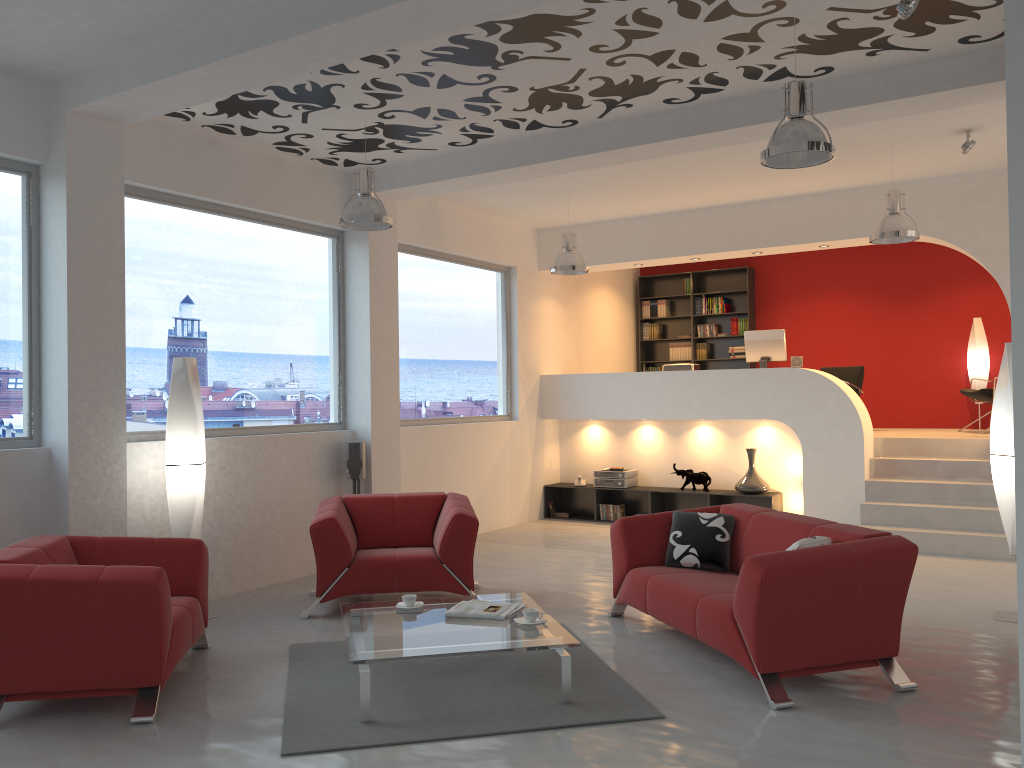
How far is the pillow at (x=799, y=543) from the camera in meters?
4.5 m

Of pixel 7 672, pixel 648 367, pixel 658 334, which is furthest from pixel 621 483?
pixel 7 672

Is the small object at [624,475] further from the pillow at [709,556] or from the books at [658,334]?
the pillow at [709,556]

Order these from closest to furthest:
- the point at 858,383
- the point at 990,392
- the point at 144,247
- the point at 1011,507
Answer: the point at 1011,507, the point at 144,247, the point at 990,392, the point at 858,383

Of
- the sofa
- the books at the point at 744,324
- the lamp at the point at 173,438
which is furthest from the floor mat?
the books at the point at 744,324

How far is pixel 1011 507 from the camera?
5.7m

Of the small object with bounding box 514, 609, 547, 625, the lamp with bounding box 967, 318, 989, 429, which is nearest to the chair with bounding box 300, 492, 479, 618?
the small object with bounding box 514, 609, 547, 625

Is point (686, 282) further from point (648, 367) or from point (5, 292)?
point (5, 292)

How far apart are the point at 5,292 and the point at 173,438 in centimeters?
135cm

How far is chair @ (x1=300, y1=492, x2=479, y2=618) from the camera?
6.0 meters
